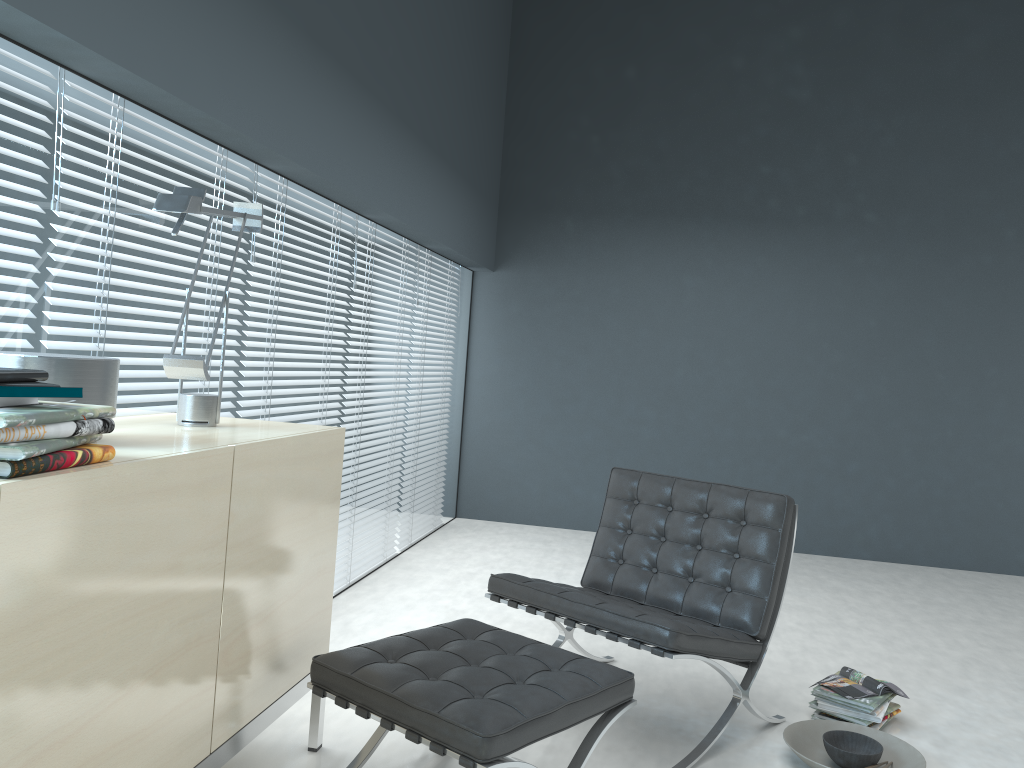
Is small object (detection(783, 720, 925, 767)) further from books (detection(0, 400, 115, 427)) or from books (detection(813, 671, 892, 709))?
books (detection(0, 400, 115, 427))

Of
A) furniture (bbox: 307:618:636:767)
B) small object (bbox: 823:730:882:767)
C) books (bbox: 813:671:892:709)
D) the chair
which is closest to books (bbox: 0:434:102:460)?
furniture (bbox: 307:618:636:767)

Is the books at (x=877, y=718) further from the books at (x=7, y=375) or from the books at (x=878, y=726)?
the books at (x=7, y=375)

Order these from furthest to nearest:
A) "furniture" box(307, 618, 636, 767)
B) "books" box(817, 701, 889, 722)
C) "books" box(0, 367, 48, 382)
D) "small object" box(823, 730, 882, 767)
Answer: "books" box(817, 701, 889, 722) < "small object" box(823, 730, 882, 767) < "furniture" box(307, 618, 636, 767) < "books" box(0, 367, 48, 382)

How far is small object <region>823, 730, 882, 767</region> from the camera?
2.5m

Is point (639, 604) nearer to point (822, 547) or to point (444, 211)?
point (444, 211)

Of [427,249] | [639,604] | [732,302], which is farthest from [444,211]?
[639,604]

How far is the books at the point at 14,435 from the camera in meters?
1.3 m

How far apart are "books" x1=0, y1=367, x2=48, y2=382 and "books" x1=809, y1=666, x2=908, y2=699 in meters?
2.6 m

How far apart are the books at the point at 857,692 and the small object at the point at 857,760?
0.2 meters
